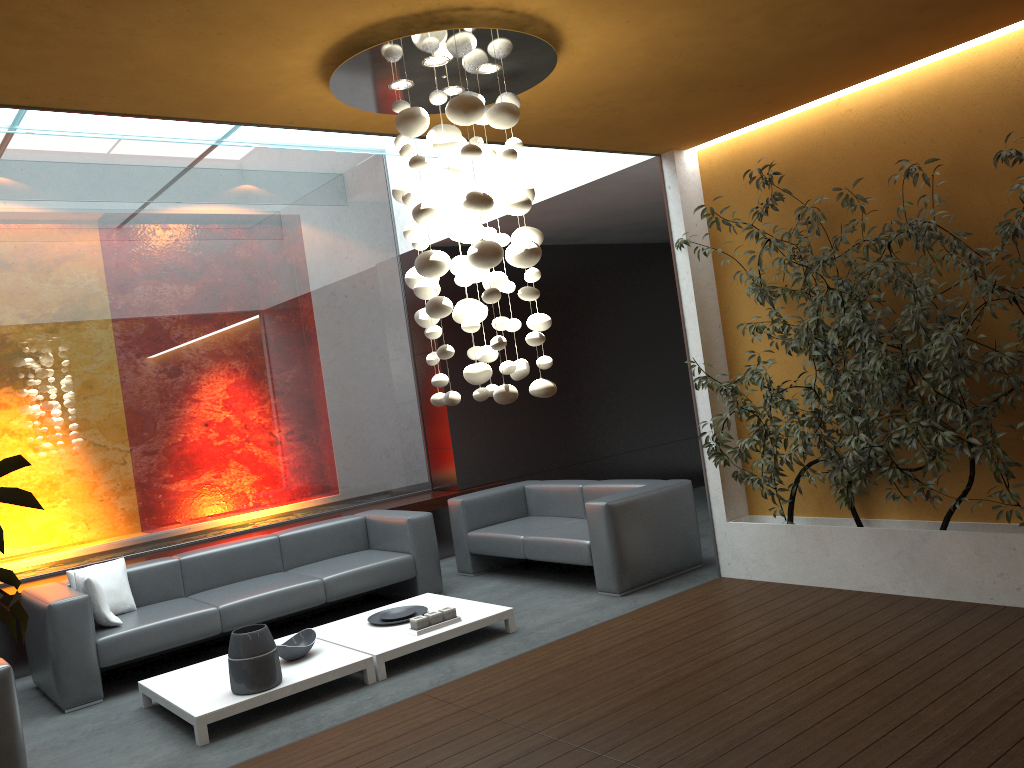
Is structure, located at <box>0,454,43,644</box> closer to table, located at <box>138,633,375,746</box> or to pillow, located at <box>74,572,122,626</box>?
table, located at <box>138,633,375,746</box>

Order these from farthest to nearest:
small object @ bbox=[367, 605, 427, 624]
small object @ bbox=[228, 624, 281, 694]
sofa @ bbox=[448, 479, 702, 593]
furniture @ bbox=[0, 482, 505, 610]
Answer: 1. furniture @ bbox=[0, 482, 505, 610]
2. sofa @ bbox=[448, 479, 702, 593]
3. small object @ bbox=[367, 605, 427, 624]
4. small object @ bbox=[228, 624, 281, 694]

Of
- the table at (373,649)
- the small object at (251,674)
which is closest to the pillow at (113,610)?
the table at (373,649)

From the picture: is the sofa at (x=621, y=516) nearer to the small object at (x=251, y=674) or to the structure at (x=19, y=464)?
the small object at (x=251, y=674)

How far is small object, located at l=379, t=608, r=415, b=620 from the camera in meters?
5.8

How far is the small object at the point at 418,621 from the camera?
5.3m

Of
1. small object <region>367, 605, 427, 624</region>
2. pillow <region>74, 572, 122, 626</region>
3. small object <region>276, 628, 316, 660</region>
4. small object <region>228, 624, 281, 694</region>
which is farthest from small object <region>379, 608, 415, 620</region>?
pillow <region>74, 572, 122, 626</region>

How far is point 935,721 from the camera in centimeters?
346cm

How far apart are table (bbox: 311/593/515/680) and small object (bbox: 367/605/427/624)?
0.0 meters

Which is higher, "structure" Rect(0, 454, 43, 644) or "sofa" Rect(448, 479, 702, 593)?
"structure" Rect(0, 454, 43, 644)
